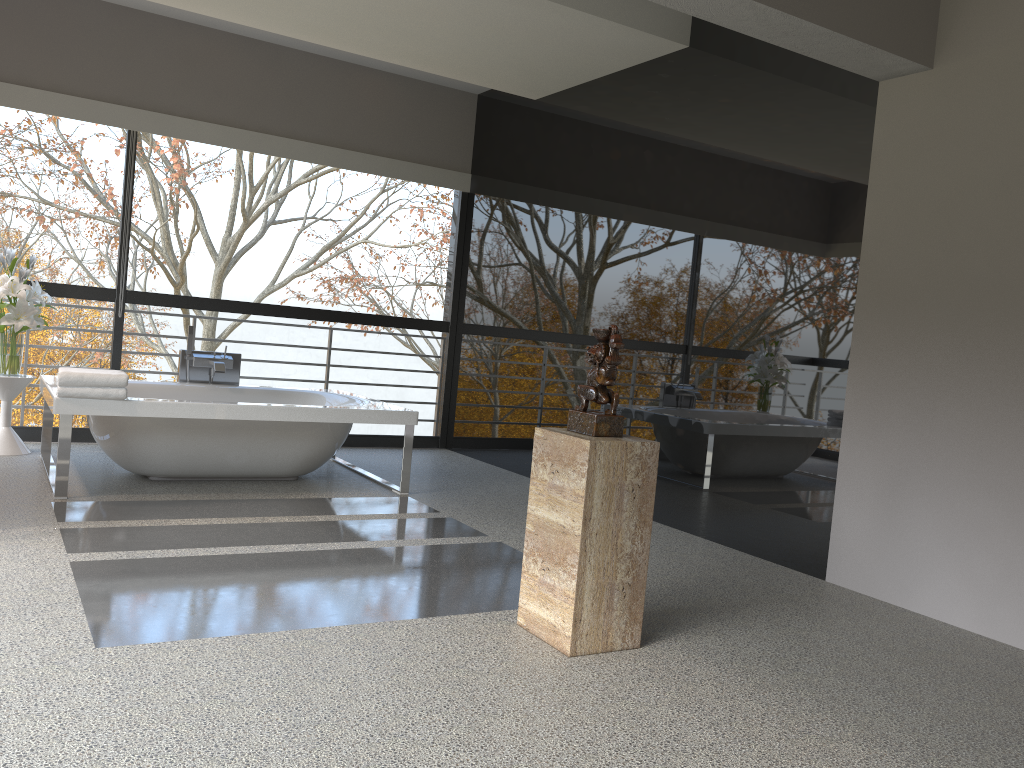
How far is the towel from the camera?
4.3 meters

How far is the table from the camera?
5.4 meters

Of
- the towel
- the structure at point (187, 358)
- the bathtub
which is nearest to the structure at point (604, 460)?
the bathtub

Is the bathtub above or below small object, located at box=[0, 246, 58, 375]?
below

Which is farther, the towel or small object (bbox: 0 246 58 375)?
small object (bbox: 0 246 58 375)

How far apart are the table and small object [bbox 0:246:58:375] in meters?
0.1 m

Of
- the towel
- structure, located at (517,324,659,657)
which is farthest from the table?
structure, located at (517,324,659,657)

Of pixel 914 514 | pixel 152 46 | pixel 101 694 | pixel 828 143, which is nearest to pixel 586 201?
pixel 828 143

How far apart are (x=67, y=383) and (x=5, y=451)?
1.5 meters

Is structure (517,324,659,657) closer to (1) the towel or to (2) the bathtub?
(2) the bathtub
